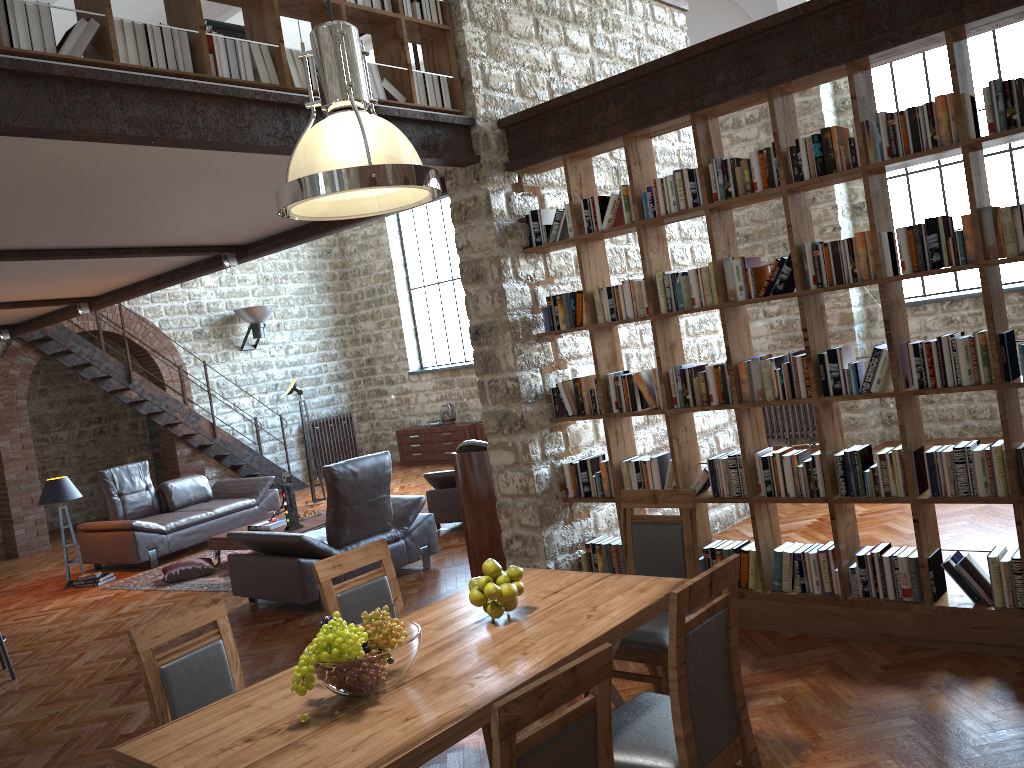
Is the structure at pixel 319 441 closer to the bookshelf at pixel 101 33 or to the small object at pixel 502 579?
the bookshelf at pixel 101 33

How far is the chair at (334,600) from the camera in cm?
363

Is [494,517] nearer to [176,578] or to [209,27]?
[209,27]

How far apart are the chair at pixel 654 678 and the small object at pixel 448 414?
10.0m

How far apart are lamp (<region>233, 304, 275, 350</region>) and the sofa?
3.4m

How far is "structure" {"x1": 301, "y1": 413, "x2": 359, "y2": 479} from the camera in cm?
1495

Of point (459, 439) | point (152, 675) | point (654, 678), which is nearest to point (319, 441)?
point (459, 439)

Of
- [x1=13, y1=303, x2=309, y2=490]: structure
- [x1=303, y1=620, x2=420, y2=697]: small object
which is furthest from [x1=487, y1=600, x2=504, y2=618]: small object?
[x1=13, y1=303, x2=309, y2=490]: structure

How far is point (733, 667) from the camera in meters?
2.8 m

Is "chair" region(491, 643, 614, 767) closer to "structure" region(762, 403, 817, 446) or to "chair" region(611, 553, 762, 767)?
"chair" region(611, 553, 762, 767)
